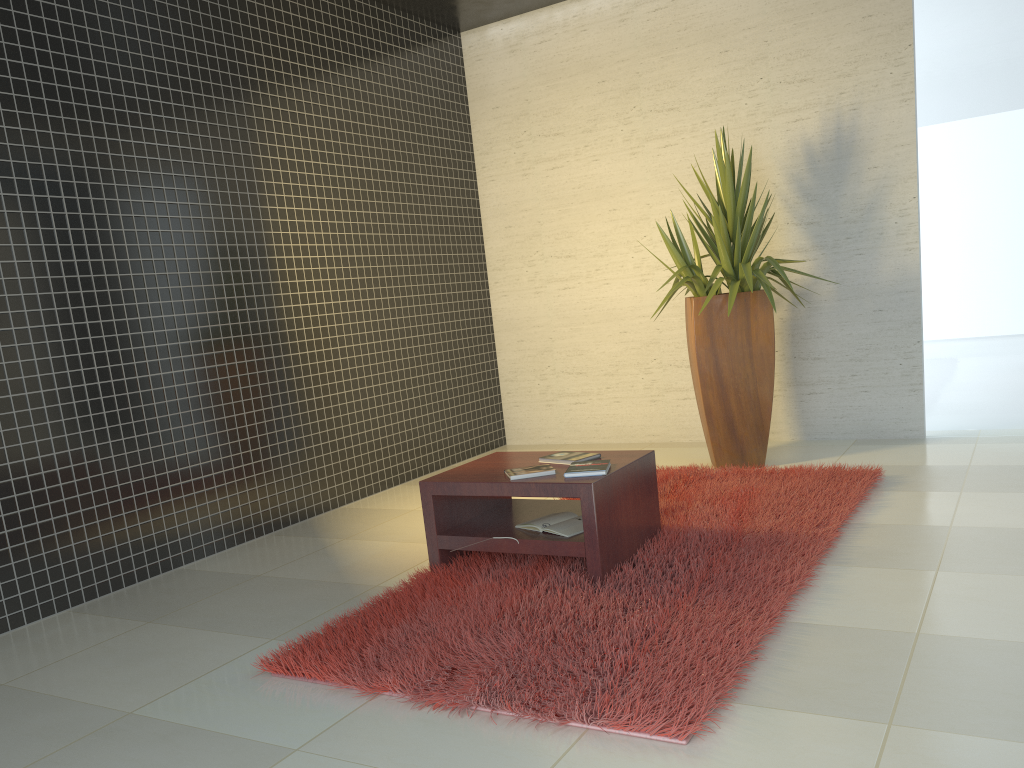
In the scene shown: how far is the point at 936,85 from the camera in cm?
562

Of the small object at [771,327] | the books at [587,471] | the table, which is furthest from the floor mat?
the books at [587,471]

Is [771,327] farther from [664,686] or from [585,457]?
[664,686]

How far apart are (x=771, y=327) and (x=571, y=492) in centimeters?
244cm

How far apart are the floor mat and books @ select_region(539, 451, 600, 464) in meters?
0.4 m

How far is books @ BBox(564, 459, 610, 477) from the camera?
3.55m

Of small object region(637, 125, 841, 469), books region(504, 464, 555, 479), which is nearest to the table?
books region(504, 464, 555, 479)

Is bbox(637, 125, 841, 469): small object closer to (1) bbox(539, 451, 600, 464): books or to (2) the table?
(2) the table

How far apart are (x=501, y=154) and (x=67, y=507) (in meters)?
4.41

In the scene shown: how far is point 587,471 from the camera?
3.6 meters
